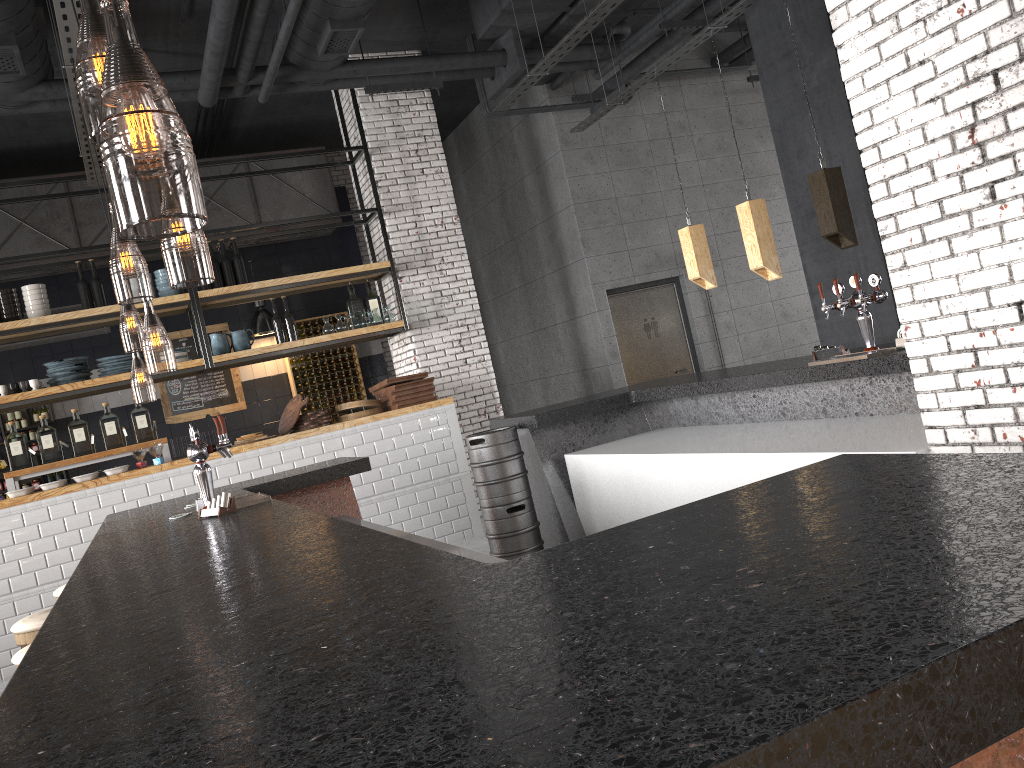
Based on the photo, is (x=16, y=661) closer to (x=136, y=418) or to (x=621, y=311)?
(x=136, y=418)

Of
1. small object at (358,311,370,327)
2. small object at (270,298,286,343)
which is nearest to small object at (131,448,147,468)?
small object at (270,298,286,343)

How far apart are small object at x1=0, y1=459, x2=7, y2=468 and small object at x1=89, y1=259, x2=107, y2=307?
3.5m

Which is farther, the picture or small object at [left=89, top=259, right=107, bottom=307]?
the picture

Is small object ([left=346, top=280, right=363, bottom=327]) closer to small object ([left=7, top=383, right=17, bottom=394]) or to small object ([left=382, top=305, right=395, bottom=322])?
small object ([left=382, top=305, right=395, bottom=322])

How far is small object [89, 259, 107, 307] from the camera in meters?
7.8

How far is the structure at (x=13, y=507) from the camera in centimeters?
682cm

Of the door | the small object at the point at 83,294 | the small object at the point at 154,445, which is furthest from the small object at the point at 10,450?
the door

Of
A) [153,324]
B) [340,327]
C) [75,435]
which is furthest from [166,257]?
[75,435]

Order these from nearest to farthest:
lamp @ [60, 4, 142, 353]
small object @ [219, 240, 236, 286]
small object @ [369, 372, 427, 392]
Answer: small object @ [369, 372, 427, 392] → small object @ [219, 240, 236, 286] → lamp @ [60, 4, 142, 353]
